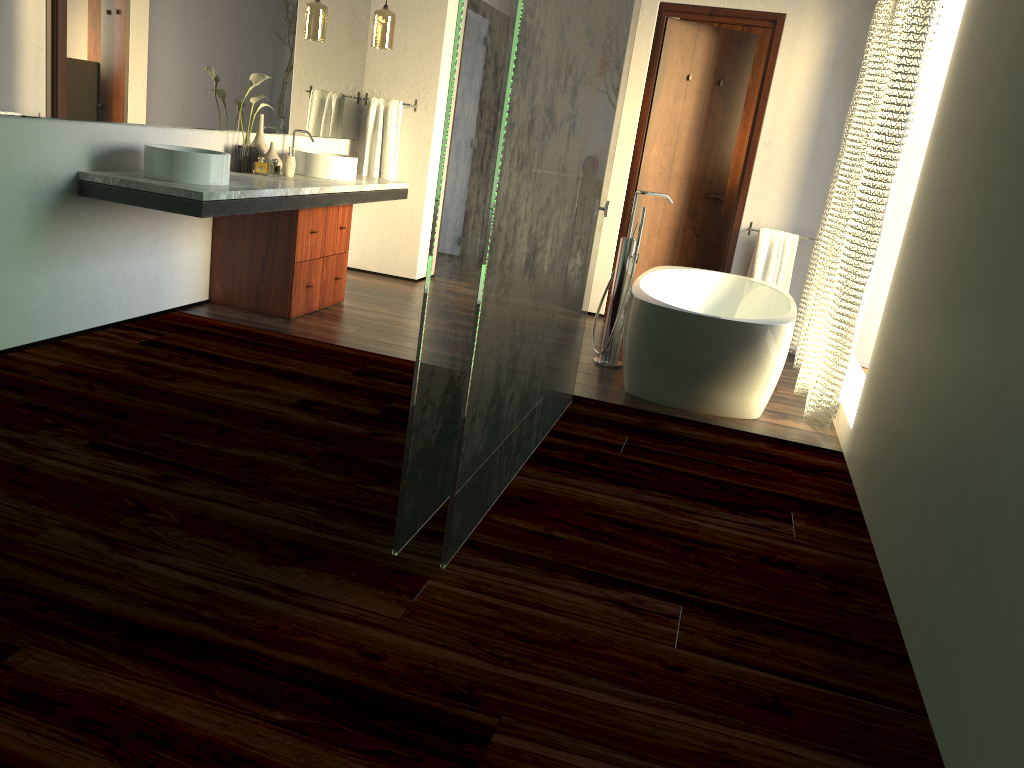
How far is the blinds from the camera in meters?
3.5

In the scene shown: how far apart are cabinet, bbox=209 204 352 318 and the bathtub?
1.7m

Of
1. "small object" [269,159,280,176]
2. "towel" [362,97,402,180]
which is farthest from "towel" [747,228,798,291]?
"small object" [269,159,280,176]

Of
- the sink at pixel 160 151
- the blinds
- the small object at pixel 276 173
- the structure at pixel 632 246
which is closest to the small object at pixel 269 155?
the sink at pixel 160 151

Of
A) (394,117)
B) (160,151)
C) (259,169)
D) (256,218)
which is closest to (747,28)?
(394,117)

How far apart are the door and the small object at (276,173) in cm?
557

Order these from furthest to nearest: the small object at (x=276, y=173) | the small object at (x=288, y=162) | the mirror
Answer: the small object at (x=276, y=173)
the small object at (x=288, y=162)
the mirror

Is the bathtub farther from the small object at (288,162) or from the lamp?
the lamp

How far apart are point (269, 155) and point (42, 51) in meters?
1.4

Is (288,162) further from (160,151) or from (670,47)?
(670,47)
